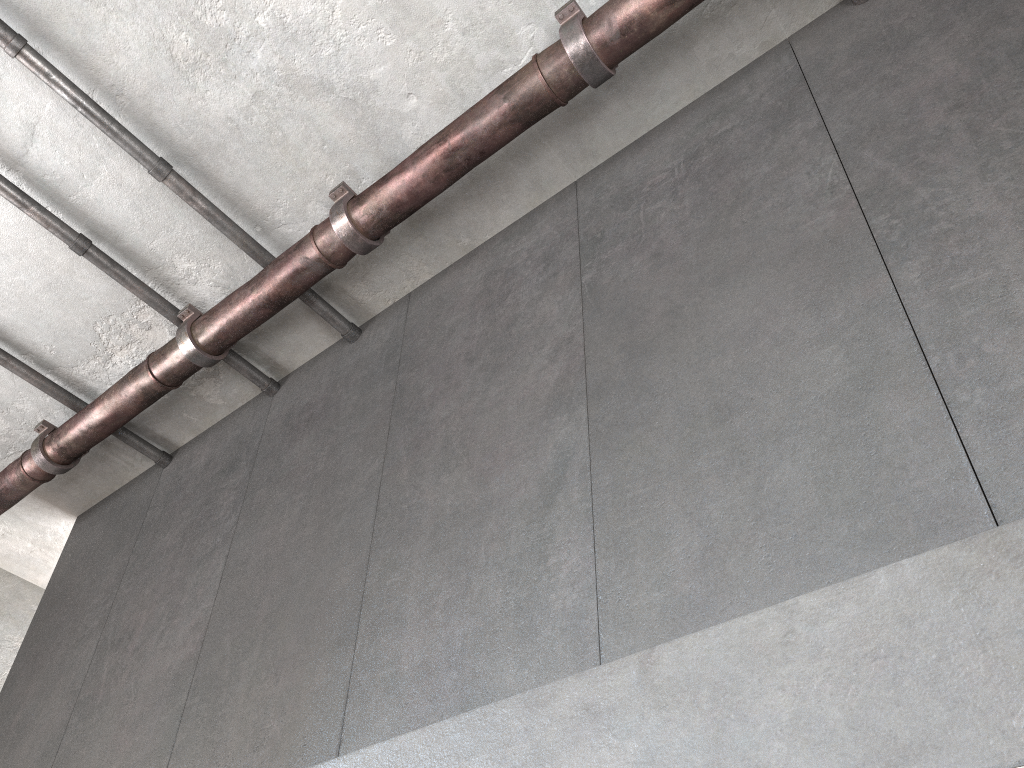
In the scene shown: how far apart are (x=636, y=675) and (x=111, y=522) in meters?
4.2 m

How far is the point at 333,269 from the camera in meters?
4.0 m
